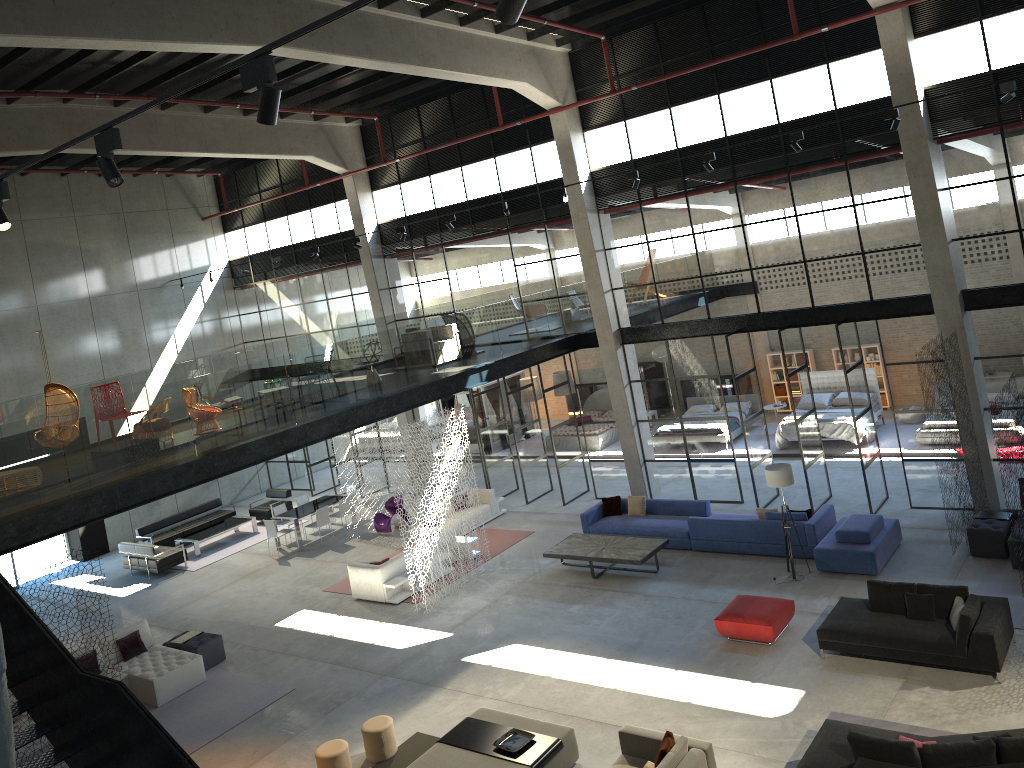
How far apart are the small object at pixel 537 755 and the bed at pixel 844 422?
12.67m

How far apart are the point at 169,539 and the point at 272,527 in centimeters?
388cm

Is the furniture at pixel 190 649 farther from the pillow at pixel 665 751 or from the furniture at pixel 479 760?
the pillow at pixel 665 751

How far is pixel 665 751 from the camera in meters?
9.2

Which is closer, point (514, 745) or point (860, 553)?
point (514, 745)

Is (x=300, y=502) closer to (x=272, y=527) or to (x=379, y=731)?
(x=272, y=527)

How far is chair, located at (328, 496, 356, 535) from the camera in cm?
2158

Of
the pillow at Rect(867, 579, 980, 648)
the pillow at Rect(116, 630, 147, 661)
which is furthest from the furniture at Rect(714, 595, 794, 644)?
the pillow at Rect(116, 630, 147, 661)

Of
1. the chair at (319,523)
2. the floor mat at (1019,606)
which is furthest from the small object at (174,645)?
the floor mat at (1019,606)

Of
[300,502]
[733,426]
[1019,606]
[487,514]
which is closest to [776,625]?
[1019,606]
